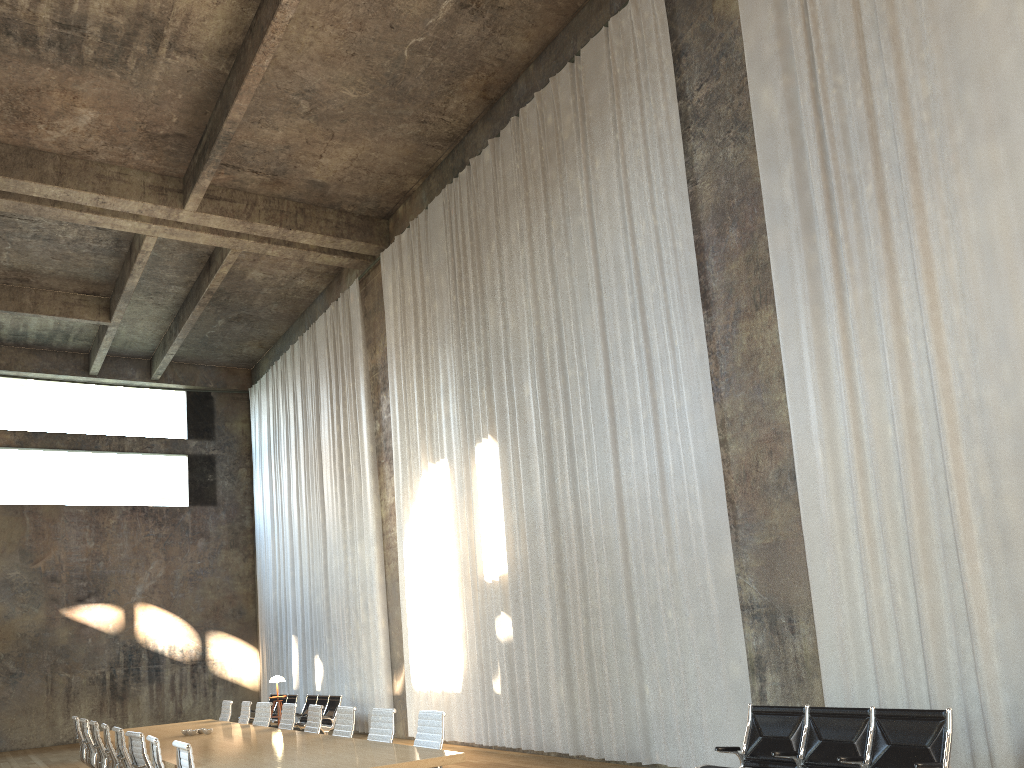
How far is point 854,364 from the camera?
7.6 meters

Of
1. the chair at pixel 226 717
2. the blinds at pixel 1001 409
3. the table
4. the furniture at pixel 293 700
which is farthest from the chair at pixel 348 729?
the furniture at pixel 293 700

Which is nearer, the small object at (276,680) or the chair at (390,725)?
the chair at (390,725)

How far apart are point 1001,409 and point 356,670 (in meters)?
12.64

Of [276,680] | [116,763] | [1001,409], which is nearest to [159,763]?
[116,763]

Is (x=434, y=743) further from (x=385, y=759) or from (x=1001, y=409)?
(x=1001, y=409)

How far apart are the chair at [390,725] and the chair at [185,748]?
1.87m

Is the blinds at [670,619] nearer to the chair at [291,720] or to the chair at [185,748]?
the chair at [291,720]

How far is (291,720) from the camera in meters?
9.5

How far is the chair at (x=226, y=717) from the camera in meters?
11.7
